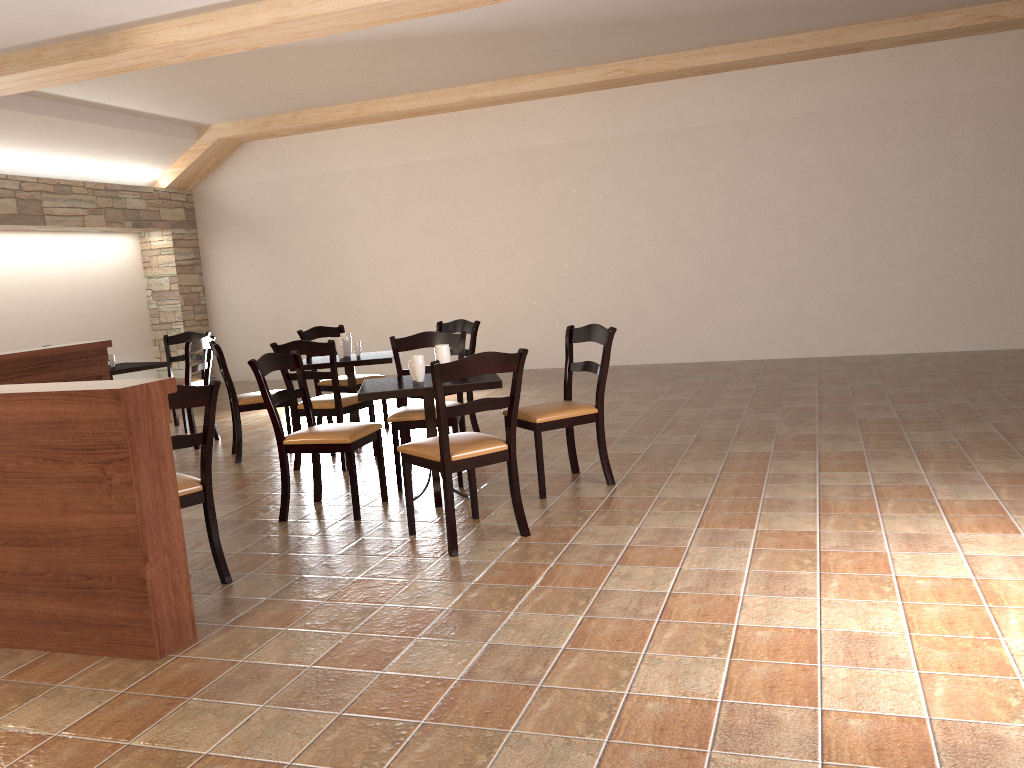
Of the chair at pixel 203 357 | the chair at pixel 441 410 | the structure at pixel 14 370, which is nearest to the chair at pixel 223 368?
the structure at pixel 14 370

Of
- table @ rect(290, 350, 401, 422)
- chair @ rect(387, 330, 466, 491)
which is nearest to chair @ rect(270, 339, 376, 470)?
table @ rect(290, 350, 401, 422)

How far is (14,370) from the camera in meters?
5.7

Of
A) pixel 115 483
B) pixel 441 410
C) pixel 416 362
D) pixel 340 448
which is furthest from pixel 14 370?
pixel 441 410

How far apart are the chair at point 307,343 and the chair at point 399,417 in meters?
0.4

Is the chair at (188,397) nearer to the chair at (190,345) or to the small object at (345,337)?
the small object at (345,337)

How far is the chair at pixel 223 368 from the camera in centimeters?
608cm

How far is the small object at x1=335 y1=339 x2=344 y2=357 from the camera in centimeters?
634cm

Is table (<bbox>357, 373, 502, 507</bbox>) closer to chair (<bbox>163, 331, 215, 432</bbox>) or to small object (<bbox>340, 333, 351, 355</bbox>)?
small object (<bbox>340, 333, 351, 355</bbox>)

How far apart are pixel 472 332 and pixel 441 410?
2.64m
